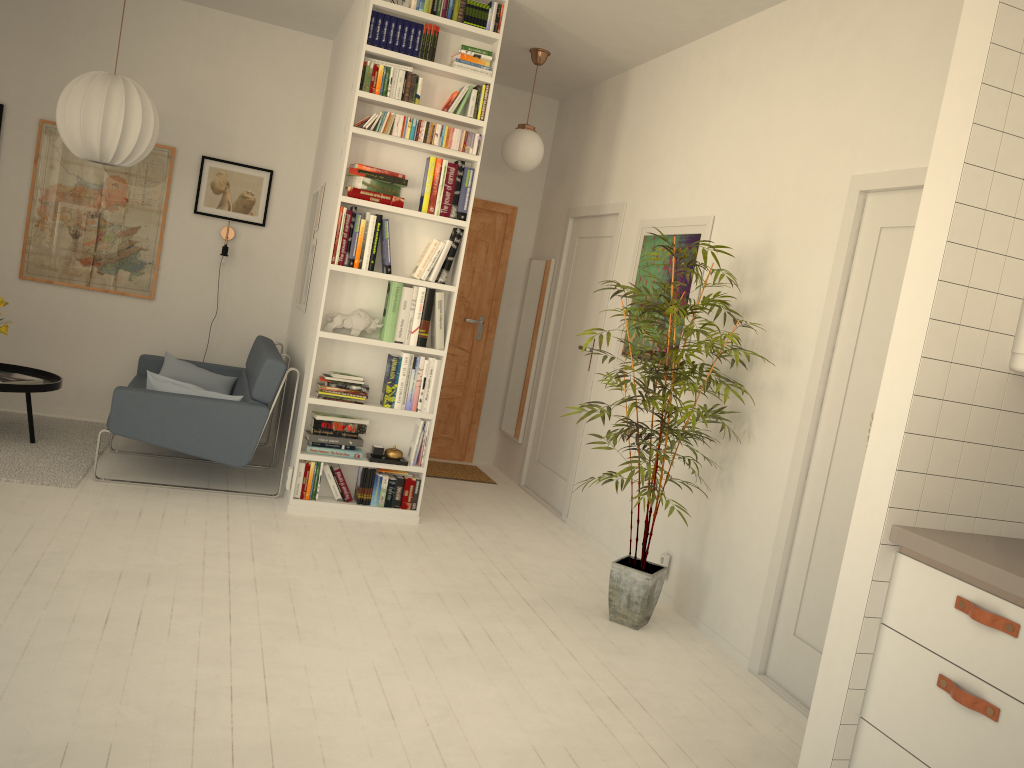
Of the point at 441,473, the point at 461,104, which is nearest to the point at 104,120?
the point at 461,104

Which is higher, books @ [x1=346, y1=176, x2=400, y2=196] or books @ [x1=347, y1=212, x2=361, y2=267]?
books @ [x1=346, y1=176, x2=400, y2=196]

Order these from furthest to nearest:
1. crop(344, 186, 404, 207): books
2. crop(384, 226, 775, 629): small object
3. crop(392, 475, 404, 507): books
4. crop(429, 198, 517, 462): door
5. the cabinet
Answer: crop(429, 198, 517, 462): door, crop(392, 475, 404, 507): books, crop(344, 186, 404, 207): books, crop(384, 226, 775, 629): small object, the cabinet

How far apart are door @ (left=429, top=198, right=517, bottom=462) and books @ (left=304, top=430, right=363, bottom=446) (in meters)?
2.10

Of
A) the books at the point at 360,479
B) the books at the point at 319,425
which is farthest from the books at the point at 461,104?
the books at the point at 360,479

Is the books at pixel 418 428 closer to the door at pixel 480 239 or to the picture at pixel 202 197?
the door at pixel 480 239

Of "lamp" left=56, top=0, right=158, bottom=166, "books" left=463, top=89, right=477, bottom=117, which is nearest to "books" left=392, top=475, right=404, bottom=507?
"books" left=463, top=89, right=477, bottom=117

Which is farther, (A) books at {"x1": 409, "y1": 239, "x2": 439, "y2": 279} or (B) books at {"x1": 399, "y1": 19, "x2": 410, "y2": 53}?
(A) books at {"x1": 409, "y1": 239, "x2": 439, "y2": 279}

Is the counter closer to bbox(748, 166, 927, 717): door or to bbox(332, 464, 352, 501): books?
bbox(748, 166, 927, 717): door

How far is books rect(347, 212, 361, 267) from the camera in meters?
4.6
